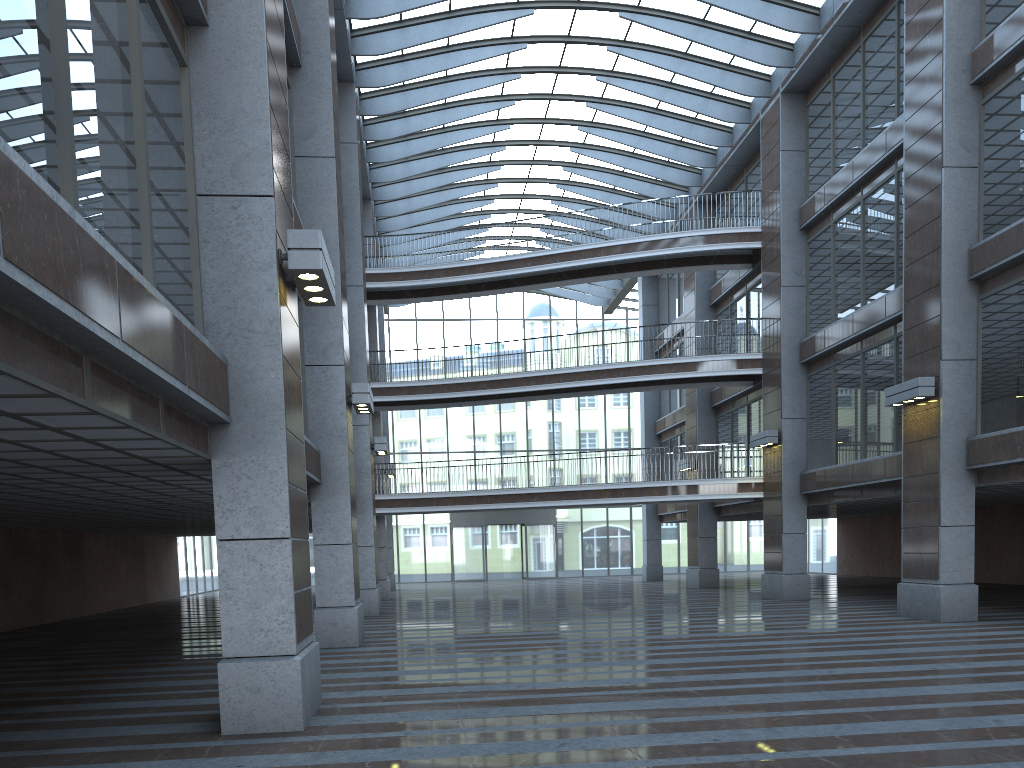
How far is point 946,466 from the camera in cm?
1684
